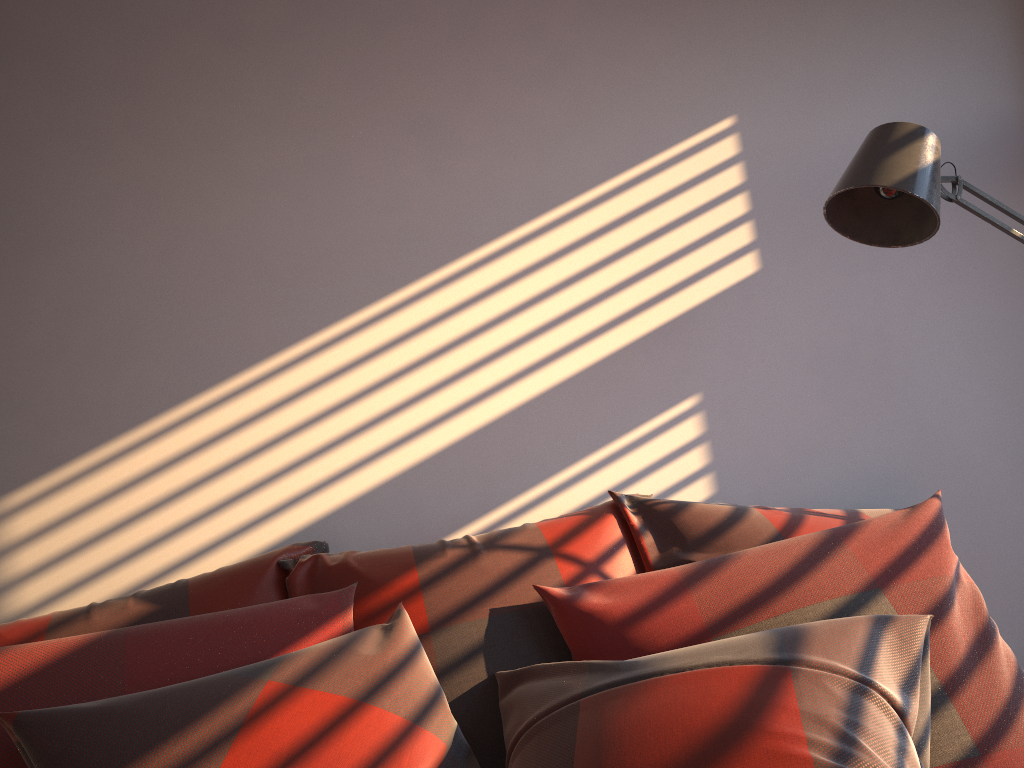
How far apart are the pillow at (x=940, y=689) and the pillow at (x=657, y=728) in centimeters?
4cm

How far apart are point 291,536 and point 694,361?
1.0 meters

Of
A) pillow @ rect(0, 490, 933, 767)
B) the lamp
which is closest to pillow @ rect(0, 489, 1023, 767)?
pillow @ rect(0, 490, 933, 767)

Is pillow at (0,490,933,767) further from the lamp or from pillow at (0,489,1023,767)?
the lamp

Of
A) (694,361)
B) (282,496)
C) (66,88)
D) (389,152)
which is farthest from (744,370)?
(66,88)

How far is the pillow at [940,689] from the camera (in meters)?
1.24

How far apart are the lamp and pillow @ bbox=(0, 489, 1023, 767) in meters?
0.5 m

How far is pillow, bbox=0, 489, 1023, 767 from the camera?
1.24m

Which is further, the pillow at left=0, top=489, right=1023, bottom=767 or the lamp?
the lamp

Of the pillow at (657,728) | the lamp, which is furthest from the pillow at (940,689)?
the lamp
